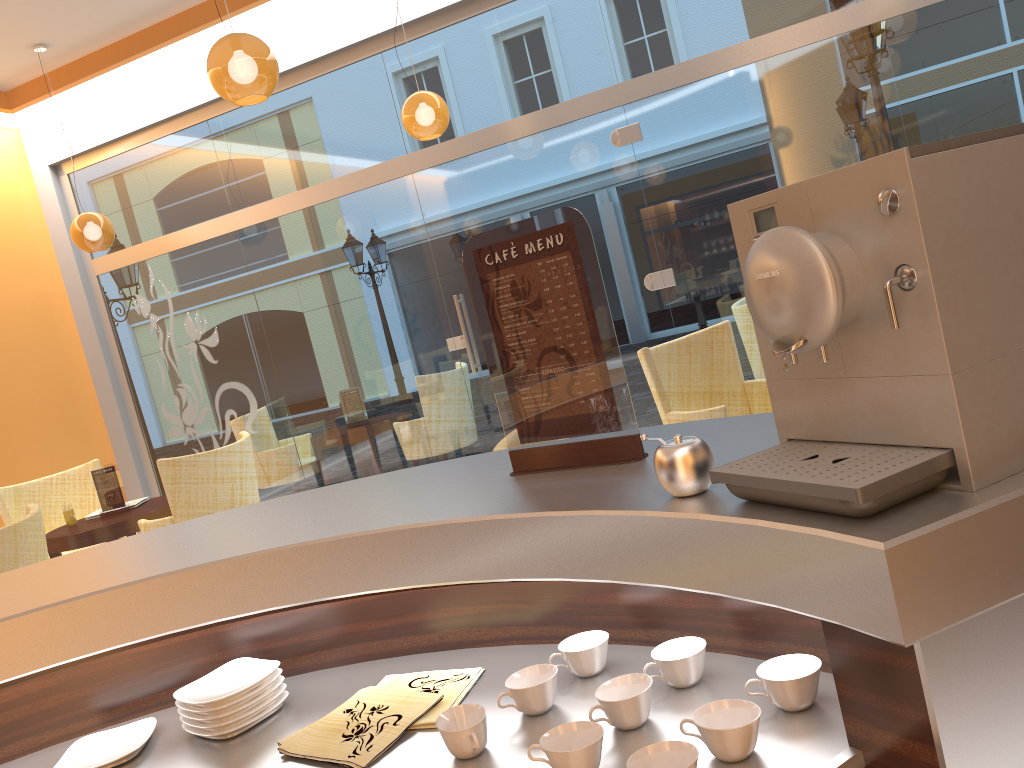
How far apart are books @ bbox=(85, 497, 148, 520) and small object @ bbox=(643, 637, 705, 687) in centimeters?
538cm

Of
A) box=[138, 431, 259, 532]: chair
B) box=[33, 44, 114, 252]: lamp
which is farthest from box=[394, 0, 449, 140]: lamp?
box=[33, 44, 114, 252]: lamp

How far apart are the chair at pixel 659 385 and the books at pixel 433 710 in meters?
3.0

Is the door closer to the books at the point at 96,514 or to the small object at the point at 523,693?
the books at the point at 96,514

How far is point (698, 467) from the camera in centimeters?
109cm

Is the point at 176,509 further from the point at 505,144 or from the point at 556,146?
the point at 556,146

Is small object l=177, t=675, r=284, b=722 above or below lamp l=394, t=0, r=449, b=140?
below

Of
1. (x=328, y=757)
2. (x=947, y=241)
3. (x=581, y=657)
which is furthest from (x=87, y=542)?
(x=947, y=241)

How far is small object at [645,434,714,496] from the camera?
1.1 meters

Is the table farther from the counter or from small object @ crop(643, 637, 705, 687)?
small object @ crop(643, 637, 705, 687)
